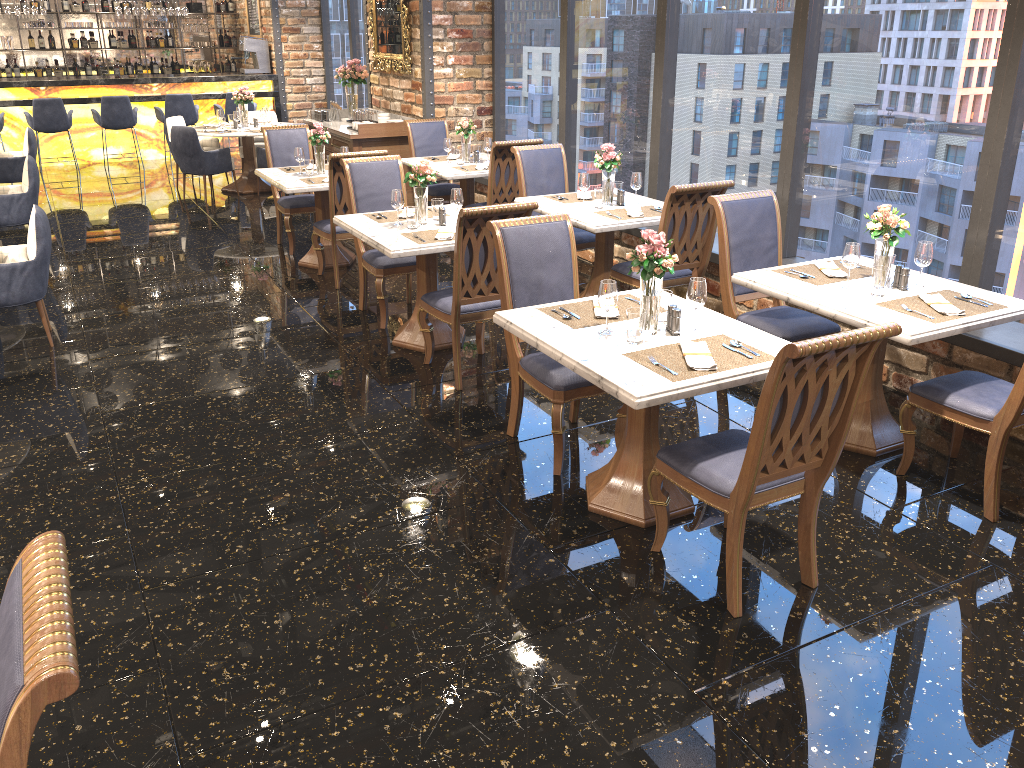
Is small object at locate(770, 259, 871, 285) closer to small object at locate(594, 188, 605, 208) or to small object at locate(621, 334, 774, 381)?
small object at locate(621, 334, 774, 381)

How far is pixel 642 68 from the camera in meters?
6.8

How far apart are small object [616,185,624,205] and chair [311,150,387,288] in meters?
2.0

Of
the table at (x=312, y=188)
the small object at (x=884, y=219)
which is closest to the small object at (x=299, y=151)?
the table at (x=312, y=188)

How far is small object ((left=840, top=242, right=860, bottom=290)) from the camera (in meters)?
4.05

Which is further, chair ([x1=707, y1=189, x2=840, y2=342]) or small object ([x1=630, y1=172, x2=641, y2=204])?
small object ([x1=630, y1=172, x2=641, y2=204])

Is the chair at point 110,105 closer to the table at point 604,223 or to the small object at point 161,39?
the small object at point 161,39

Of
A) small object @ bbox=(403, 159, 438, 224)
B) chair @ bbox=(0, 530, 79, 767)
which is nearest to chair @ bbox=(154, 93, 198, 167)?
small object @ bbox=(403, 159, 438, 224)

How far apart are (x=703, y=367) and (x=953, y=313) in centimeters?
135cm

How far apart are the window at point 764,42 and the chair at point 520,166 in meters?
0.8 m
